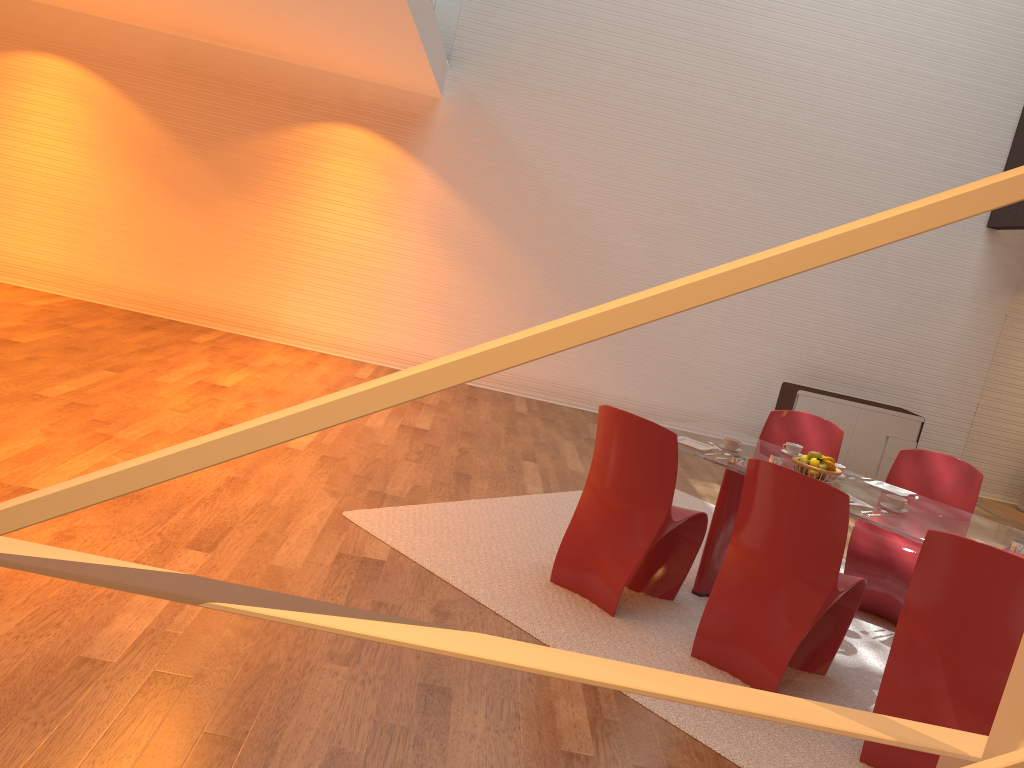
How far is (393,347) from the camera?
9.0 meters

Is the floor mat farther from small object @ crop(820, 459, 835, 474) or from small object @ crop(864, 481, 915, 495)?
small object @ crop(820, 459, 835, 474)

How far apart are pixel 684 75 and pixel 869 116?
1.9 meters

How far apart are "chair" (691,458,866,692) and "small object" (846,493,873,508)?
0.35m

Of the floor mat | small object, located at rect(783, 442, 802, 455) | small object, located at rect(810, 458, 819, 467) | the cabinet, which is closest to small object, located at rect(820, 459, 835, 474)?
small object, located at rect(810, 458, 819, 467)

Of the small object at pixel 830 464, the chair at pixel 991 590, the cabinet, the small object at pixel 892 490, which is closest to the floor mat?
the chair at pixel 991 590

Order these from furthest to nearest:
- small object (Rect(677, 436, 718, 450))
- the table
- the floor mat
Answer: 1. small object (Rect(677, 436, 718, 450))
2. the table
3. the floor mat

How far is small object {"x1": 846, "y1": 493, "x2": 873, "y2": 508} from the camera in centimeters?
392cm

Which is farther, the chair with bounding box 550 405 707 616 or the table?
the chair with bounding box 550 405 707 616

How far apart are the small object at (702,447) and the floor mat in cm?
73
